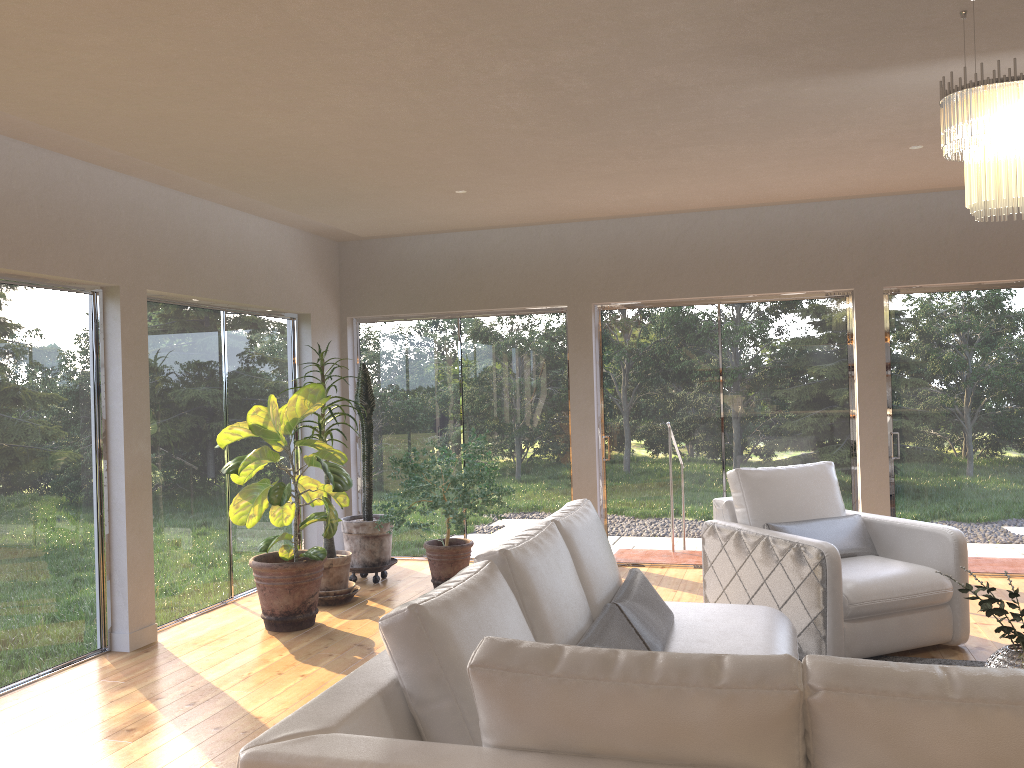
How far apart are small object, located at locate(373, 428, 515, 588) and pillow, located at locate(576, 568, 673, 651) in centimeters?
242cm

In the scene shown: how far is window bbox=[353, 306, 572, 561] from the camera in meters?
7.4 m

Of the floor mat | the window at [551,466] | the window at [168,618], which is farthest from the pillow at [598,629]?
the window at [551,466]

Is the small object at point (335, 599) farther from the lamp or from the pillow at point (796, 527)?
the lamp

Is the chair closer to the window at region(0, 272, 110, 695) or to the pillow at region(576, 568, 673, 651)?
the pillow at region(576, 568, 673, 651)

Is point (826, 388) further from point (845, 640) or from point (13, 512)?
point (13, 512)

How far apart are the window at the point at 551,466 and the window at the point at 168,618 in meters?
0.7 m

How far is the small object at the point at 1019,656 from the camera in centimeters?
291cm

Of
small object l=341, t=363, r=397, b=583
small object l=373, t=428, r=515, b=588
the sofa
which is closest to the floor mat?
the sofa

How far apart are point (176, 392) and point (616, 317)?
3.4 meters
